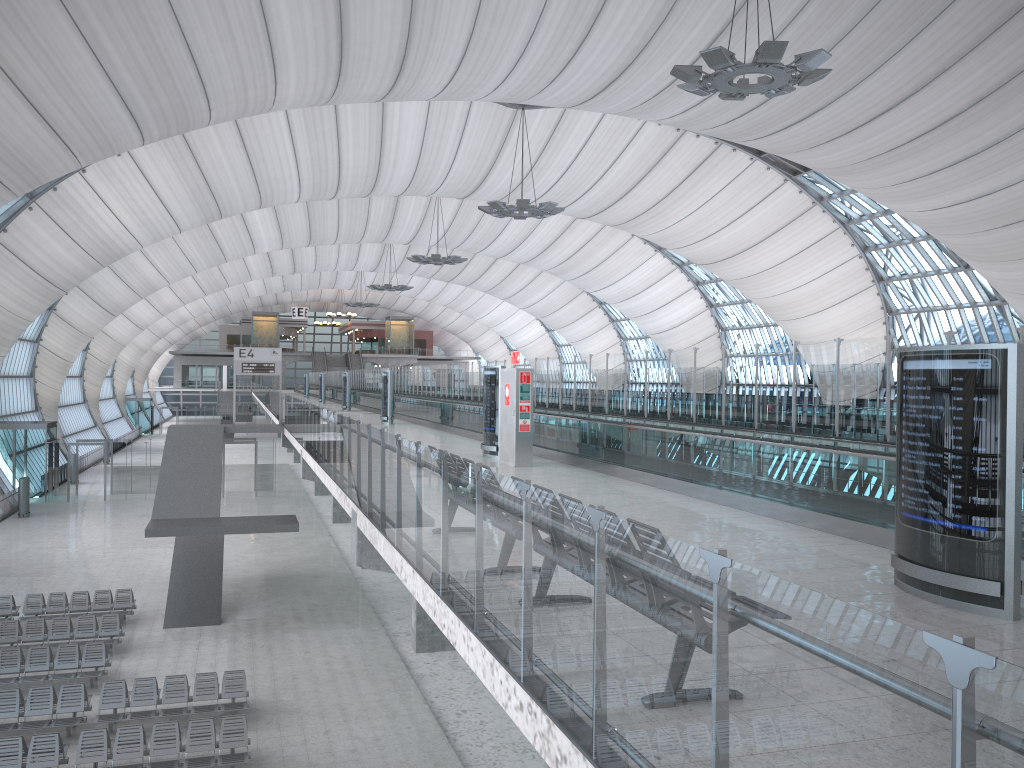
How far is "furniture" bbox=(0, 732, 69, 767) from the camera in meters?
13.8 m

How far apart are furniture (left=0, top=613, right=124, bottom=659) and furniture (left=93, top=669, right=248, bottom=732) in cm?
367

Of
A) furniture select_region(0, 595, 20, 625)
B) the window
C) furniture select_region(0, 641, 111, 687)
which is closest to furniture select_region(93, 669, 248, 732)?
furniture select_region(0, 641, 111, 687)

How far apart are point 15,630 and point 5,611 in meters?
2.7 m

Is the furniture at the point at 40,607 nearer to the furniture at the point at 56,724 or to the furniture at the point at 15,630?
the furniture at the point at 15,630

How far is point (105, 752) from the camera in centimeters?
1412cm

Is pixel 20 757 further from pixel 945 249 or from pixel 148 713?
pixel 945 249

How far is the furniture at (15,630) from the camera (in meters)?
20.41

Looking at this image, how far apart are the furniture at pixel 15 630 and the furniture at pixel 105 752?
6.1m

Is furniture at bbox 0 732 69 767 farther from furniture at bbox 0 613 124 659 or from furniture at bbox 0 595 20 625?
furniture at bbox 0 595 20 625
